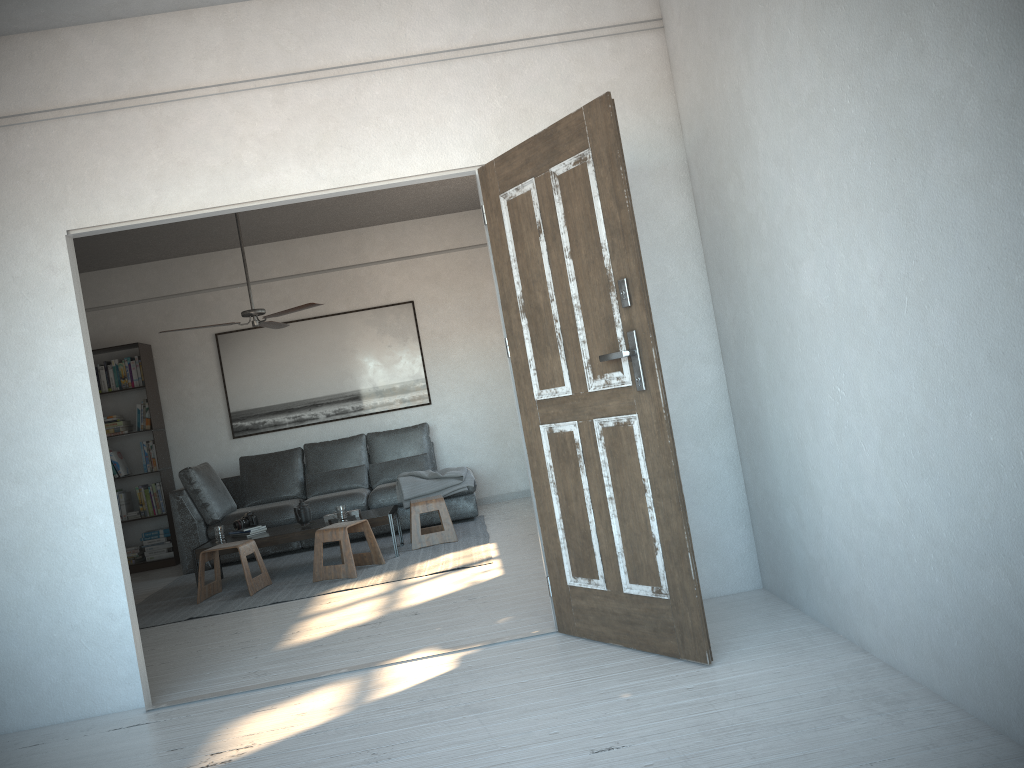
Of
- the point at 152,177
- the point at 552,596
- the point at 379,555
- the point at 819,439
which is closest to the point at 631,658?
the point at 552,596

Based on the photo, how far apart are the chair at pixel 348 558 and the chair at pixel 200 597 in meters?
0.4

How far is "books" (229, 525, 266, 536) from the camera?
6.6m

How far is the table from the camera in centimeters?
637cm

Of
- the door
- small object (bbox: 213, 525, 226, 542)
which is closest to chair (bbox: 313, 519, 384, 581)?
small object (bbox: 213, 525, 226, 542)

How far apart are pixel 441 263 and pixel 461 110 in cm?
495

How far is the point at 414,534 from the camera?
6.66m

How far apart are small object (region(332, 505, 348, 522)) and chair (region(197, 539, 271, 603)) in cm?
63

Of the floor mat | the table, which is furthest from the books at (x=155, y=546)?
the table

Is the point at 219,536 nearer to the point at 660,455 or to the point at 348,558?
the point at 348,558
